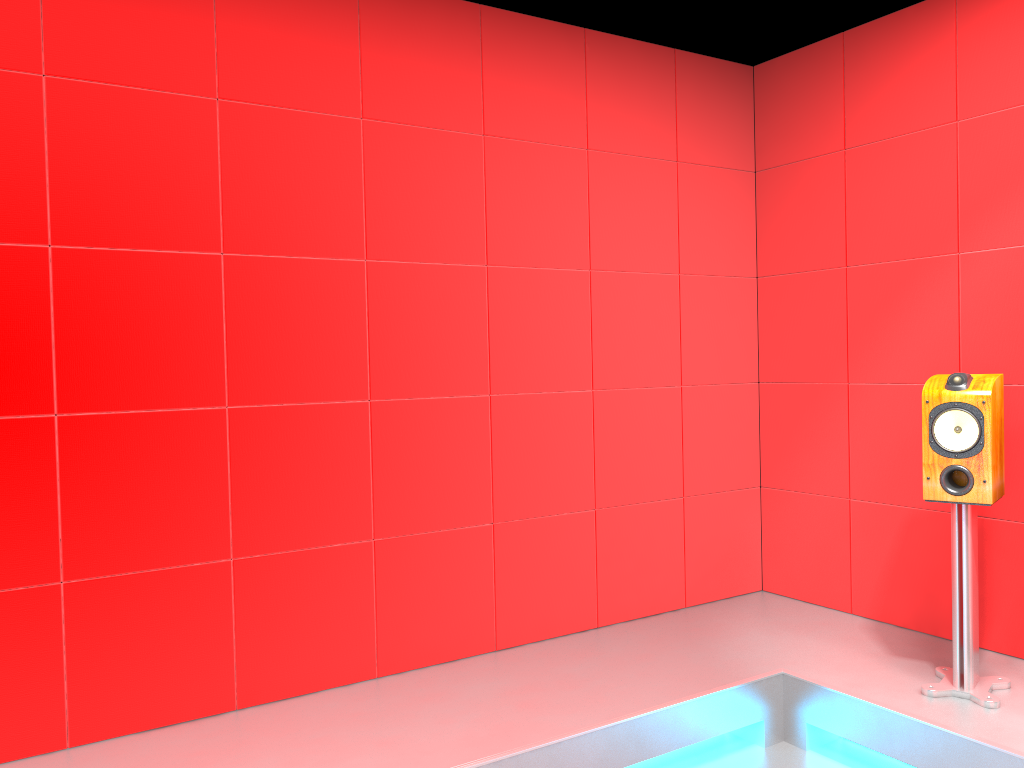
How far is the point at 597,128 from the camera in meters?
3.7

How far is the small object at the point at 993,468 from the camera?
2.8m

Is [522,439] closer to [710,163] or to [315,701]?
[315,701]

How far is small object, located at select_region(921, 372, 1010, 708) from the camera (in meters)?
2.80

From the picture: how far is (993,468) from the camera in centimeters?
280cm

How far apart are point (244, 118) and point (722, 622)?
2.73m
